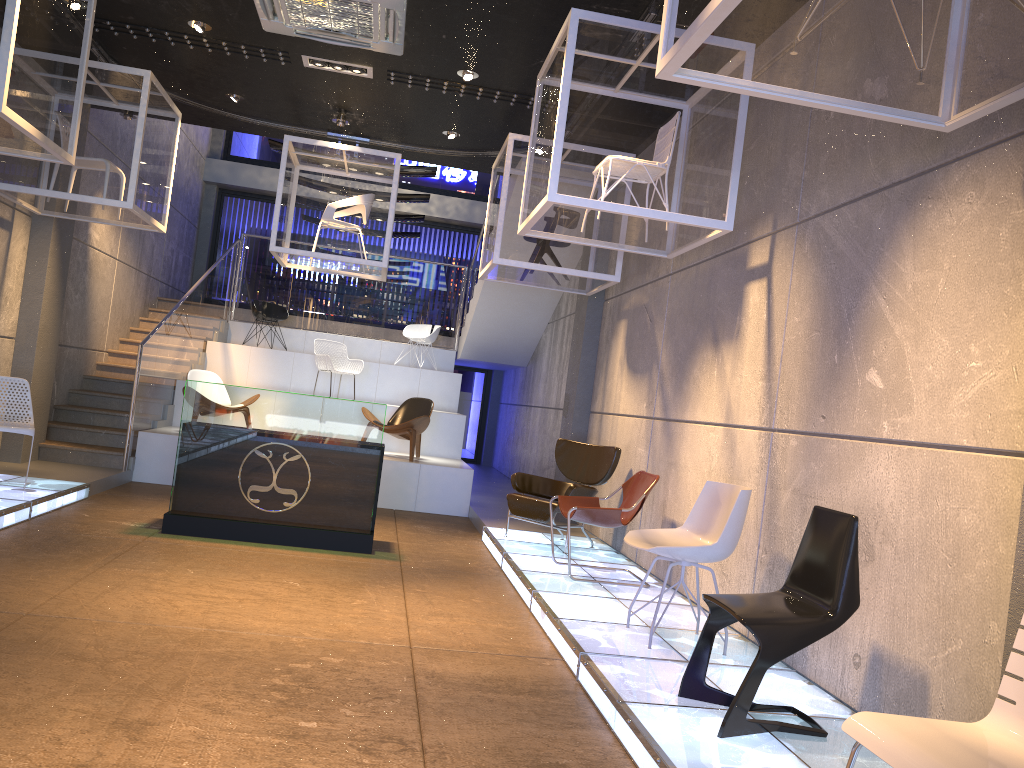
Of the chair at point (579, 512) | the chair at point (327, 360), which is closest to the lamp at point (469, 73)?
the chair at point (579, 512)

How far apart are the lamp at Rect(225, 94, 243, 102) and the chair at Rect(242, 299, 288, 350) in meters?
5.0

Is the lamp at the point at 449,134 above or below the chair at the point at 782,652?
above

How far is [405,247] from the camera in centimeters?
1719cm

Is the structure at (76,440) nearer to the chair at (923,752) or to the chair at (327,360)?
the chair at (327,360)

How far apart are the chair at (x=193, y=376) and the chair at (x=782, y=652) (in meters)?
8.08

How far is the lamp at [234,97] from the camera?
8.80m

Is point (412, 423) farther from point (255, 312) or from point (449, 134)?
point (255, 312)

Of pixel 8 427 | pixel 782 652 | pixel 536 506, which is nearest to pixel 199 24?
pixel 8 427

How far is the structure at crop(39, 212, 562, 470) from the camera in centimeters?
982cm
